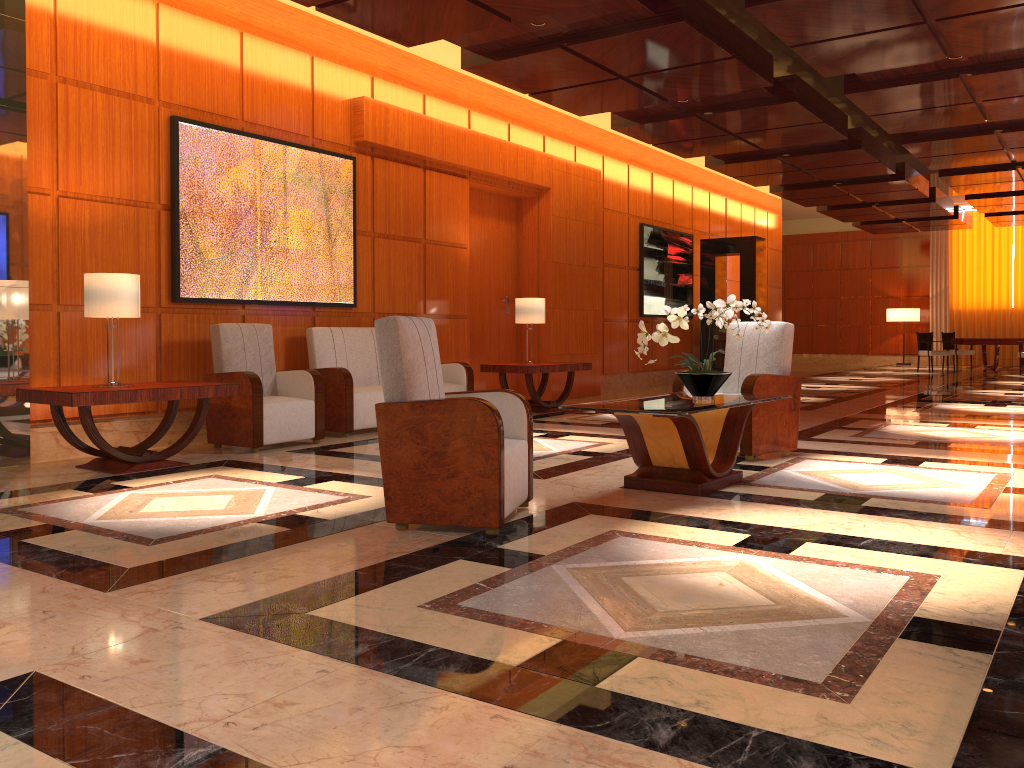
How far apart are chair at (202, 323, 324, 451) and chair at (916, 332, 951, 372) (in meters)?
16.10

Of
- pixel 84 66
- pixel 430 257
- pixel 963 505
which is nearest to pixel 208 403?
pixel 84 66

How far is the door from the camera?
10.86m

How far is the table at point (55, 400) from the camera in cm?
536

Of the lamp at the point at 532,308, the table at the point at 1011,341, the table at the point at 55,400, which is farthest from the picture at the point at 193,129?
the table at the point at 1011,341

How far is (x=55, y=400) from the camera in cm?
536

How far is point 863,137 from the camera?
11.6 meters

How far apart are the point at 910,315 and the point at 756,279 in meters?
10.5

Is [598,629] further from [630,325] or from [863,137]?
[630,325]

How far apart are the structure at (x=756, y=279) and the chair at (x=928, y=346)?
6.3m
